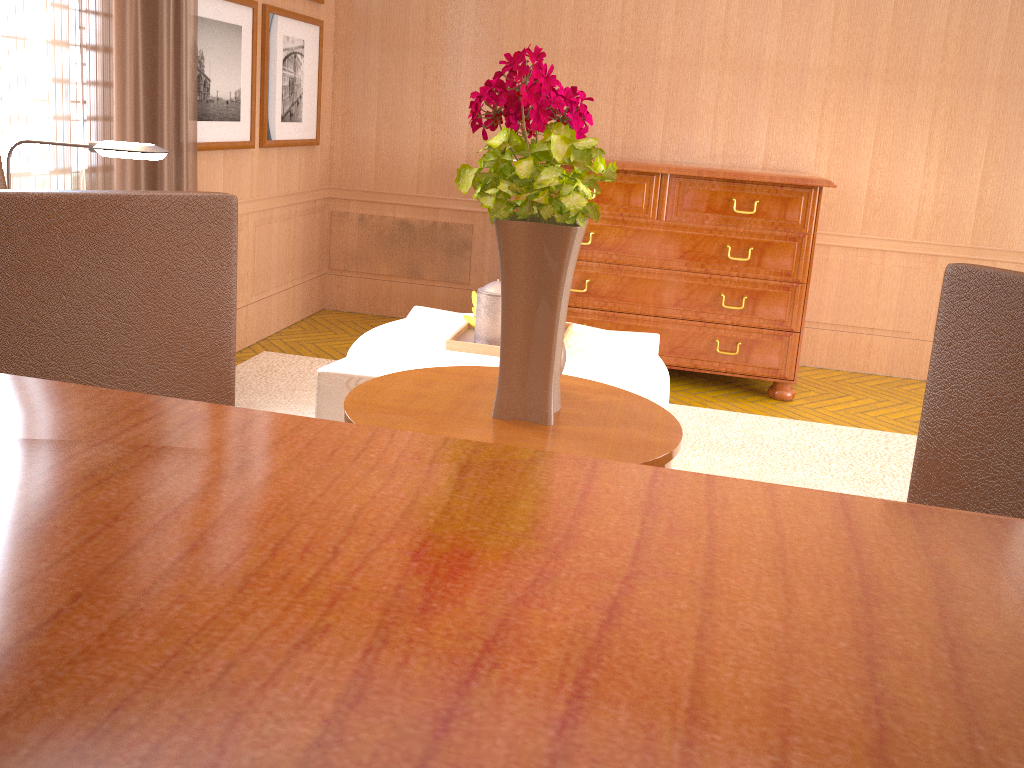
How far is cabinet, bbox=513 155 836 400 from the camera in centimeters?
731cm

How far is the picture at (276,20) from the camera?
7.6 meters

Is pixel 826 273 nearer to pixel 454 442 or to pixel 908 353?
pixel 908 353

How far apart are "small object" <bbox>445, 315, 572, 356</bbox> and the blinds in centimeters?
237cm

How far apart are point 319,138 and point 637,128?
3.2 meters

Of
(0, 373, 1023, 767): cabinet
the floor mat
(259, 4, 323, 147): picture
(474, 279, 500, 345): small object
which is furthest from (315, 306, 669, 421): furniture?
(0, 373, 1023, 767): cabinet

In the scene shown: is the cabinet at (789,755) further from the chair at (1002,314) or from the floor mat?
the floor mat

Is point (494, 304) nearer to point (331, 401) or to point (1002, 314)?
point (331, 401)

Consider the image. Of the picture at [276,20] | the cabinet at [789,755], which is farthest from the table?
the picture at [276,20]

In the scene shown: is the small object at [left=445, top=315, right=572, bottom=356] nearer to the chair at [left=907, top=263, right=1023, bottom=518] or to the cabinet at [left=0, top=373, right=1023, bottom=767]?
the chair at [left=907, top=263, right=1023, bottom=518]
